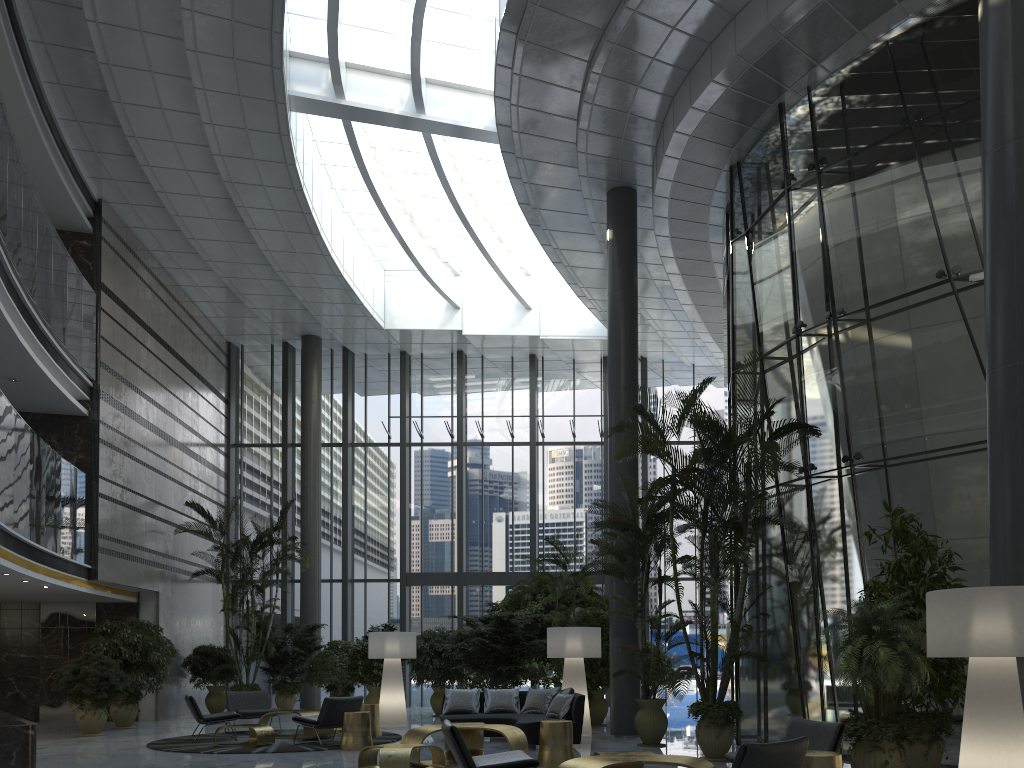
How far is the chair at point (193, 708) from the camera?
11.0m

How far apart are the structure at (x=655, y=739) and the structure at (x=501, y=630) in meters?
3.3

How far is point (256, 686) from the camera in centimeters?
1615cm

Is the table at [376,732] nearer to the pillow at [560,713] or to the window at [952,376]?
the pillow at [560,713]

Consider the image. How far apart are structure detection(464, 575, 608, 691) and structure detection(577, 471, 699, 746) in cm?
434

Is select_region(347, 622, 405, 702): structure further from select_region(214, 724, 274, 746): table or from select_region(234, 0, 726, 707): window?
select_region(214, 724, 274, 746): table

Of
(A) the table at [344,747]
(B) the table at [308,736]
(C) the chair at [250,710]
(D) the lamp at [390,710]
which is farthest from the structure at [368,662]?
(A) the table at [344,747]

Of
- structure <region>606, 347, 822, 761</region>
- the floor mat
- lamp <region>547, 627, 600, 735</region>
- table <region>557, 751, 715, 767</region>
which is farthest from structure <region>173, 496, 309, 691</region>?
table <region>557, 751, 715, 767</region>

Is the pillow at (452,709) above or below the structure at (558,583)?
below

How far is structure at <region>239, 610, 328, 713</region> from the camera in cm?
1679
